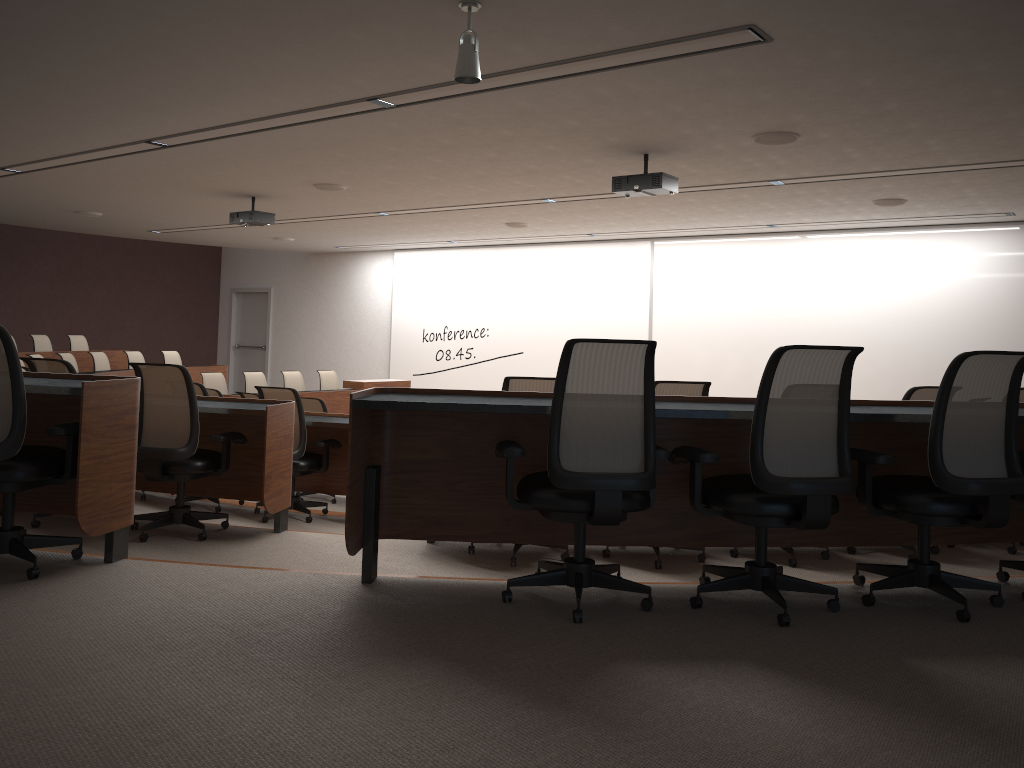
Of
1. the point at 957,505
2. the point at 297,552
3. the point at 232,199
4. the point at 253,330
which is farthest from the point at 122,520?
the point at 253,330

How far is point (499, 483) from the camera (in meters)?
3.55

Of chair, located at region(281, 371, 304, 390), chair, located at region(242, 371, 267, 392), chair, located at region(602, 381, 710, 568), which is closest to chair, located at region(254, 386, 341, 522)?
chair, located at region(602, 381, 710, 568)

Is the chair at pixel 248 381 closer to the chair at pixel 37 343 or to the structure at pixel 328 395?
the structure at pixel 328 395

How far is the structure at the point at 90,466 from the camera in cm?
339

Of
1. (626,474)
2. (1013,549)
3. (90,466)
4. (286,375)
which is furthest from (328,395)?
(626,474)

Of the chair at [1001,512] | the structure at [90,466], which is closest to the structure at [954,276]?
the structure at [90,466]

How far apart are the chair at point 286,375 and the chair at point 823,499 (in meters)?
9.74

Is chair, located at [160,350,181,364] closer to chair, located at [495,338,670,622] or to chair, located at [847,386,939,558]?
chair, located at [847,386,939,558]

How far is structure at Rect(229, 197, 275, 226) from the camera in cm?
995
